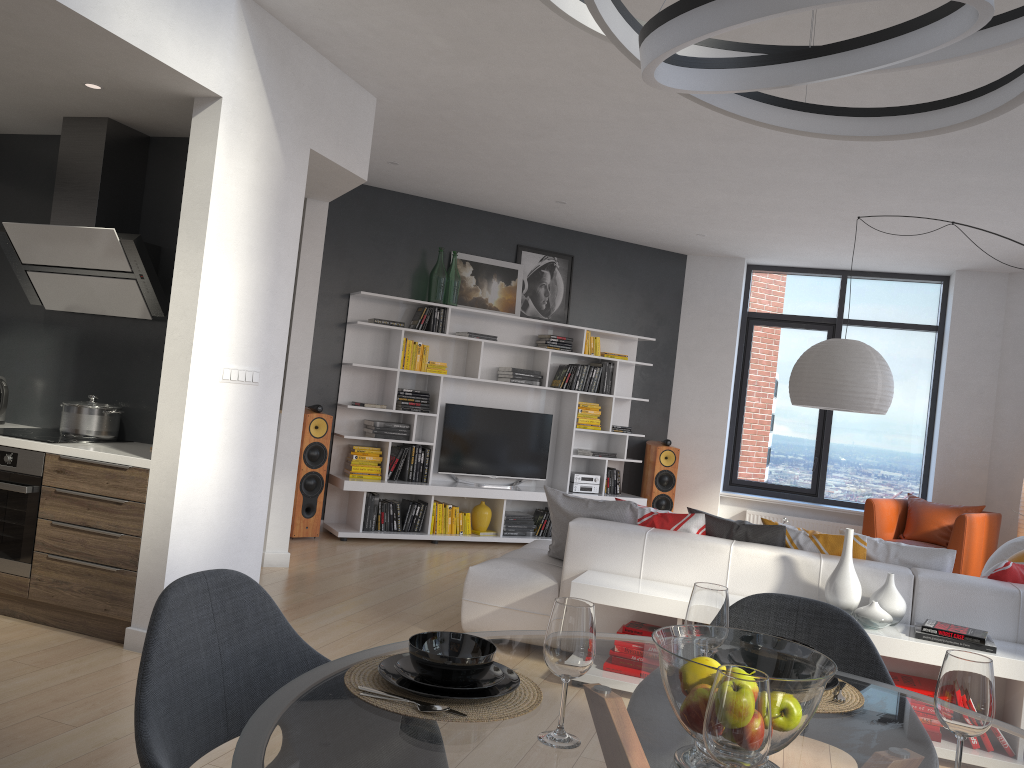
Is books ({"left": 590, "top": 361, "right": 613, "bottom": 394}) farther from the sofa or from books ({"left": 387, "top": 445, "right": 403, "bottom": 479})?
the sofa

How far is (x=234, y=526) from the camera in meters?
4.4

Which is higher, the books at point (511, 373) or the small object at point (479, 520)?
the books at point (511, 373)

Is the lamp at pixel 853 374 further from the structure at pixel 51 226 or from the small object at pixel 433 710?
the small object at pixel 433 710

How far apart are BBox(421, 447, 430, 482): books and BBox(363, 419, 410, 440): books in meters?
0.2 m

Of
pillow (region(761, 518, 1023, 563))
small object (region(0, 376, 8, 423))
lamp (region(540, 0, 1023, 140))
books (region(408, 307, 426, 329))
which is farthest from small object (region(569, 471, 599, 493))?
lamp (region(540, 0, 1023, 140))

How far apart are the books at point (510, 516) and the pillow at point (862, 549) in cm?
378

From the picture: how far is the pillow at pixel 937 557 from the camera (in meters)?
4.20

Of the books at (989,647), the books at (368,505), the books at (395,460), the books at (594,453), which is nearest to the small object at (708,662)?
the books at (989,647)

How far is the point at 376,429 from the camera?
7.5 meters
